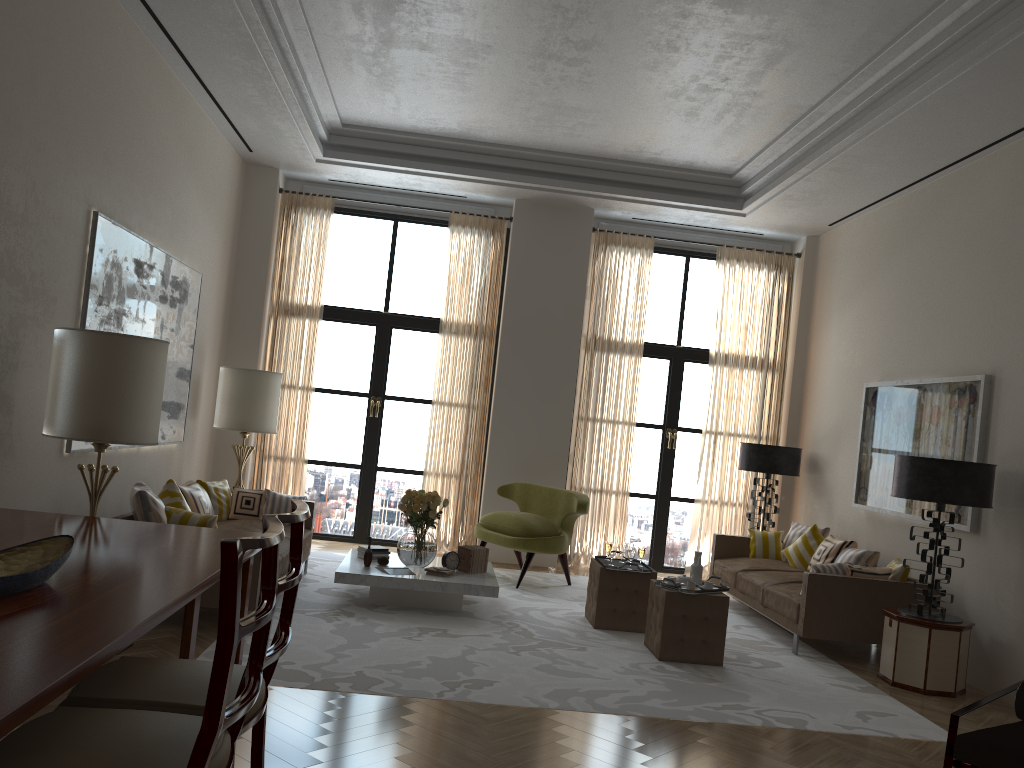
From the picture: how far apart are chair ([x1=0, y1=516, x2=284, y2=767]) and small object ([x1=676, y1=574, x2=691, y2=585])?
5.5 meters

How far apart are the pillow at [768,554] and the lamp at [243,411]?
6.14m

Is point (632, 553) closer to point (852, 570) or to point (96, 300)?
point (852, 570)

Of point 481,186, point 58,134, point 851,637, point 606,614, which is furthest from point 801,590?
point 58,134

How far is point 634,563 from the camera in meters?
8.6

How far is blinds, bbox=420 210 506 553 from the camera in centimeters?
1237cm

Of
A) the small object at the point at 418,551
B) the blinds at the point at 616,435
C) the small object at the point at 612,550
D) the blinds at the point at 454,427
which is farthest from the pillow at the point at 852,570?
the blinds at the point at 454,427

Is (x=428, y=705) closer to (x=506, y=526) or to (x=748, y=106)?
(x=506, y=526)

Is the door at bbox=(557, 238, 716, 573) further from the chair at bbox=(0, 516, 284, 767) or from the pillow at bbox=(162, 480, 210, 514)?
the chair at bbox=(0, 516, 284, 767)

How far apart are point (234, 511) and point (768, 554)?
6.4 meters
